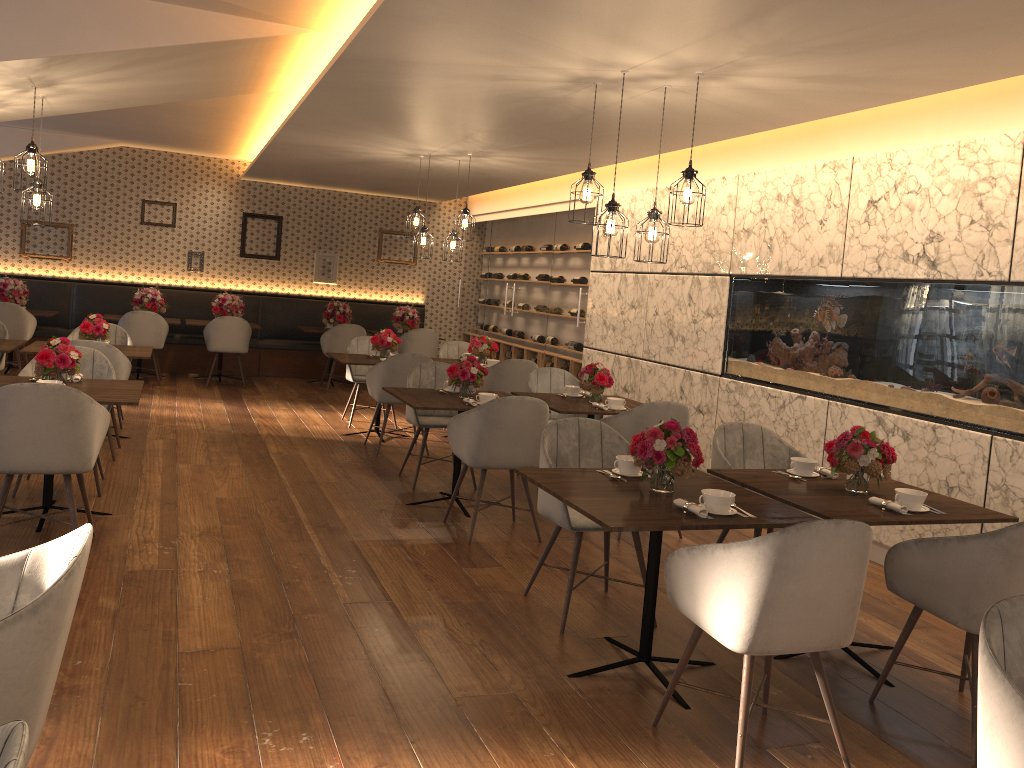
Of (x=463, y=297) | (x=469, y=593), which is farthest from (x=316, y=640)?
(x=463, y=297)

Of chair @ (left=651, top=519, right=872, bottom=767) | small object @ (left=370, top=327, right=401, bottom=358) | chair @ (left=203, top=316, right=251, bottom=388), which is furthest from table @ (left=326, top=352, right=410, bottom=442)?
chair @ (left=651, top=519, right=872, bottom=767)

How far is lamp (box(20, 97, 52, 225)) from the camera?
5.7m

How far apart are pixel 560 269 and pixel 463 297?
3.5m

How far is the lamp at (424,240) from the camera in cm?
808

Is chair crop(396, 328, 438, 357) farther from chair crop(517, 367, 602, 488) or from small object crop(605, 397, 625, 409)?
small object crop(605, 397, 625, 409)

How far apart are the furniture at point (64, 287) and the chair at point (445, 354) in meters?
3.5

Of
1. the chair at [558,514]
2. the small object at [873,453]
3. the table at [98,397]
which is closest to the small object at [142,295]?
the table at [98,397]

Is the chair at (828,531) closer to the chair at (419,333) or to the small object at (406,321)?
the chair at (419,333)

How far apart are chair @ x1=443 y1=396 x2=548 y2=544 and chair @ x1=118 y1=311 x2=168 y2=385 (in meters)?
6.18
